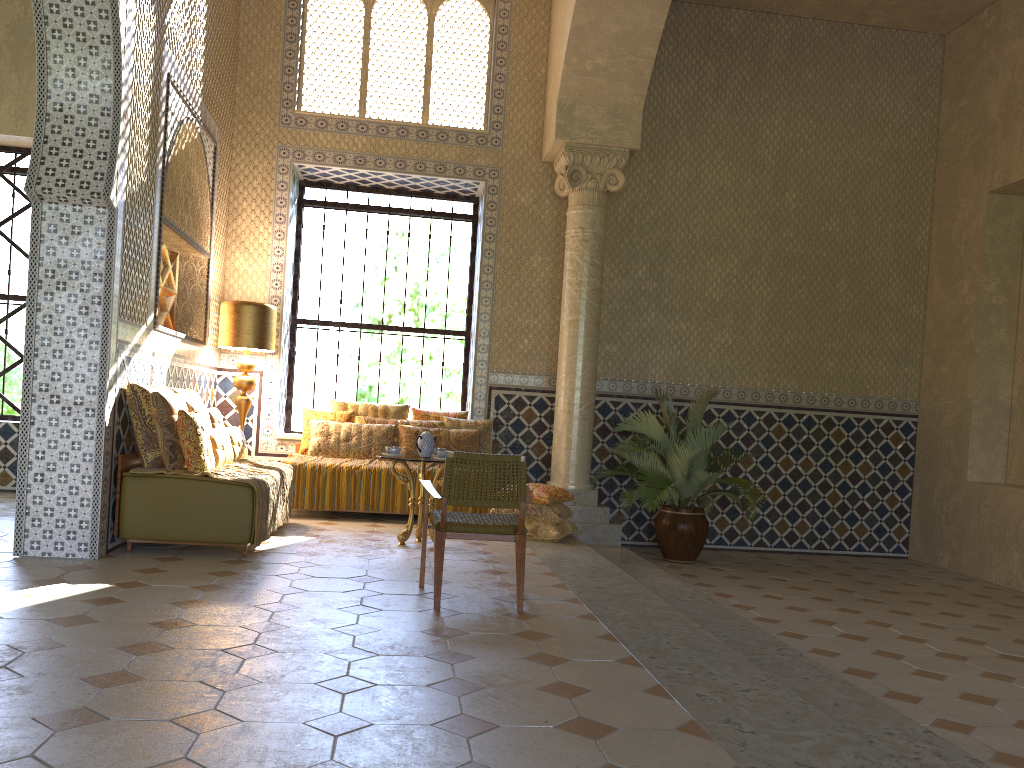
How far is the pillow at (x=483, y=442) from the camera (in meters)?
12.72

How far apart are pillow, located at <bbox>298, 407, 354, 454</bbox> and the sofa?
3.74m

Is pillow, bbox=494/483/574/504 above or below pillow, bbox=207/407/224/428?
below

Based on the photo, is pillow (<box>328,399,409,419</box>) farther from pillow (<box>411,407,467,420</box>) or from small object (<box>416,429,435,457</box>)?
small object (<box>416,429,435,457</box>)

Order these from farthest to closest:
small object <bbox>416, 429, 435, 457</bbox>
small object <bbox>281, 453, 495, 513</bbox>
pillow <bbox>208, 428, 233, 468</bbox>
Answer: small object <bbox>281, 453, 495, 513</bbox> → small object <bbox>416, 429, 435, 457</bbox> → pillow <bbox>208, 428, 233, 468</bbox>

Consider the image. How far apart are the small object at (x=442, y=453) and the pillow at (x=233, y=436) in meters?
2.4

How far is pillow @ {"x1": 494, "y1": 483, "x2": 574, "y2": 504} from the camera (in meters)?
10.85

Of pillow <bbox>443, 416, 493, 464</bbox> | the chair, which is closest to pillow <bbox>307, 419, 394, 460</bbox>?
pillow <bbox>443, 416, 493, 464</bbox>

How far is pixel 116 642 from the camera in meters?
5.2 m

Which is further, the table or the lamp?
the lamp
